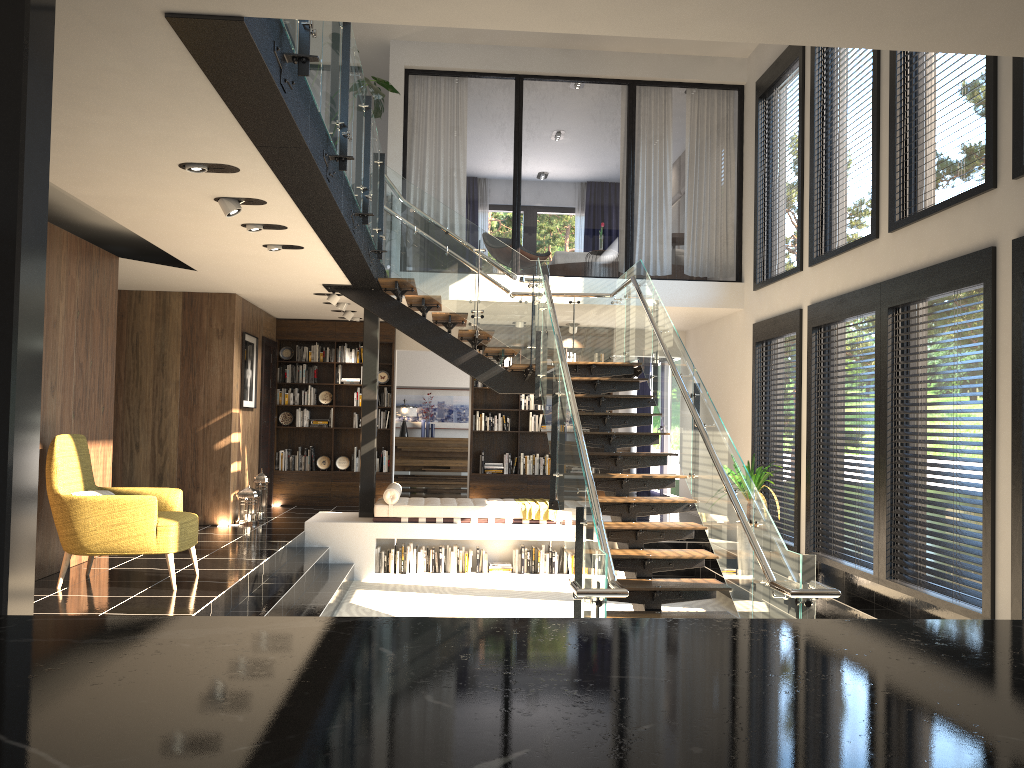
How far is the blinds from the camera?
15.7 meters

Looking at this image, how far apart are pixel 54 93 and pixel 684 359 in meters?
5.0 m

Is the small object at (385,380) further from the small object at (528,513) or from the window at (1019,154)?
the window at (1019,154)

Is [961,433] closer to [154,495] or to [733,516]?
[733,516]

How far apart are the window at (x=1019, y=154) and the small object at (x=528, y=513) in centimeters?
600cm

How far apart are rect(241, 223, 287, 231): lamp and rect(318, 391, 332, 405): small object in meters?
6.4 m

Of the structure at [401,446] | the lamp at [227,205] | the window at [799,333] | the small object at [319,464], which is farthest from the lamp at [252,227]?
the structure at [401,446]

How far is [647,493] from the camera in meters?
15.6

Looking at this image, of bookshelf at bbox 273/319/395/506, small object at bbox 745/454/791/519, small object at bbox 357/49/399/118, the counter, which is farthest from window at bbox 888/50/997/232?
bookshelf at bbox 273/319/395/506

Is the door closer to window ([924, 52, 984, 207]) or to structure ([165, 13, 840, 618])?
structure ([165, 13, 840, 618])
